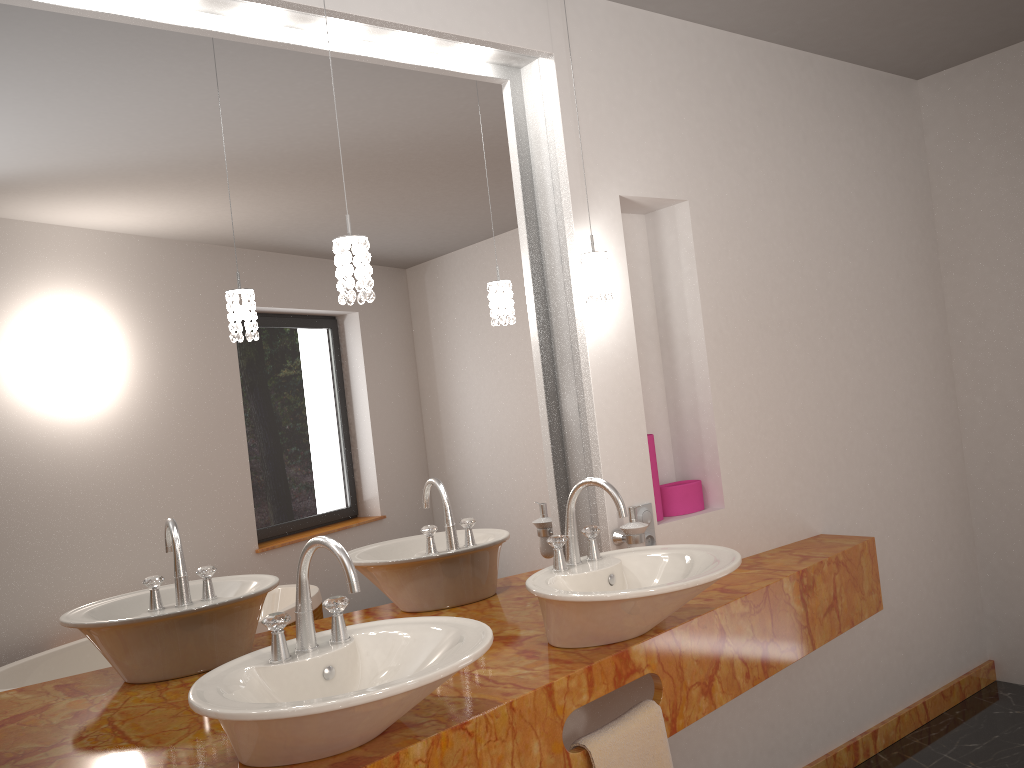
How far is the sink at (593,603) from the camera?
1.82m

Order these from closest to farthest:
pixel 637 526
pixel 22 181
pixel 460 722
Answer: pixel 460 722 < pixel 22 181 < pixel 637 526

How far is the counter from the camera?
1.6 meters

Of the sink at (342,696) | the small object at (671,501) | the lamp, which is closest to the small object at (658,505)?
the small object at (671,501)

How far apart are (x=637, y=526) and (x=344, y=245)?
1.1 meters

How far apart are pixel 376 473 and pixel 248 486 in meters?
0.3 m

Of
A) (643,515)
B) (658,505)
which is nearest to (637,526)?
(643,515)

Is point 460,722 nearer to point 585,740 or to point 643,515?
point 585,740

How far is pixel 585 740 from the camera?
1.8m

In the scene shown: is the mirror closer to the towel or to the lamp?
the lamp
